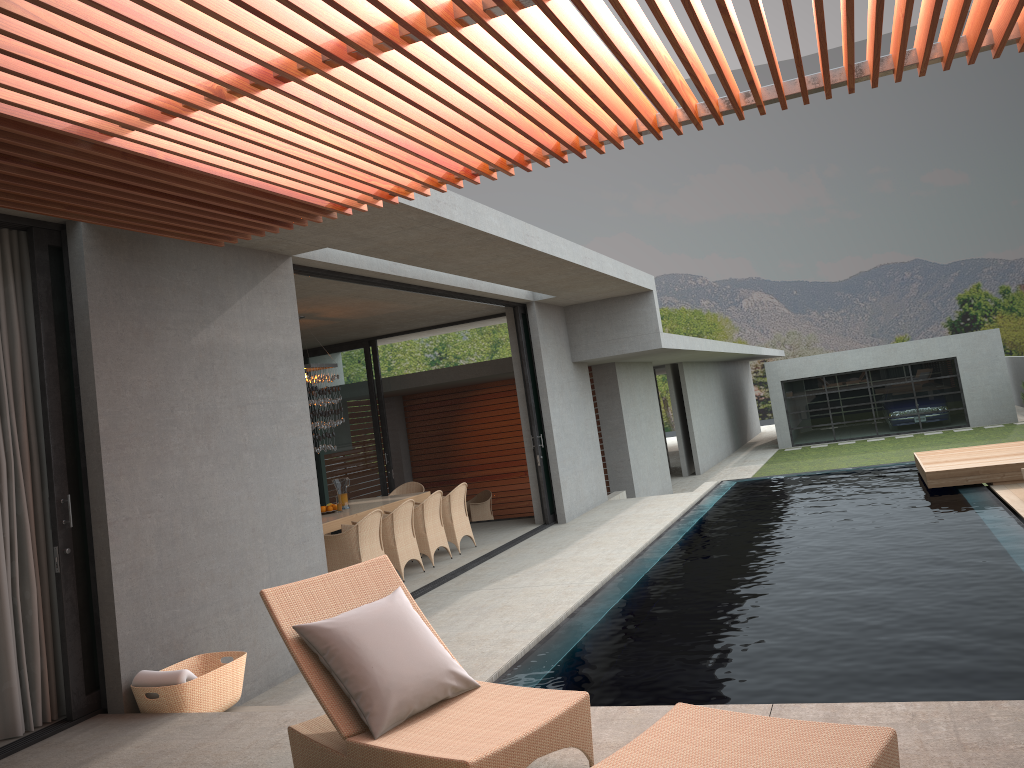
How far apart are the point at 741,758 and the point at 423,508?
Result: 8.05m

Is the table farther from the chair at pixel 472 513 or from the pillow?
the pillow

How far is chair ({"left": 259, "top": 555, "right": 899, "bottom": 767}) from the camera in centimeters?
280cm

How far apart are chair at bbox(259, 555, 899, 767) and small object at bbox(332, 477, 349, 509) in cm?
1603

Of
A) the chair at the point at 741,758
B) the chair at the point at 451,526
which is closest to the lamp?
the chair at the point at 451,526

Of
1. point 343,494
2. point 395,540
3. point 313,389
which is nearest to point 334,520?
point 395,540

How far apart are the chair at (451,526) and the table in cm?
59

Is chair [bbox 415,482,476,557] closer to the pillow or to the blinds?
the blinds

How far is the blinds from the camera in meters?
5.1 m

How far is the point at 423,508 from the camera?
10.6 meters
